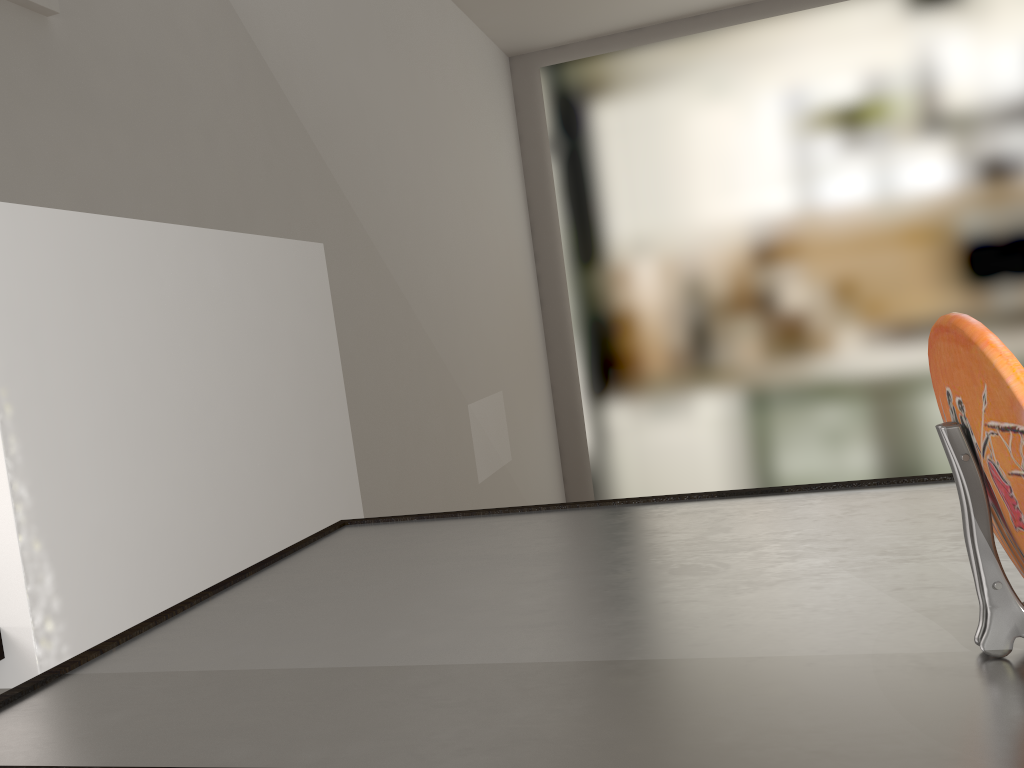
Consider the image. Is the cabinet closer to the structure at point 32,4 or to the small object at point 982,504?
the small object at point 982,504

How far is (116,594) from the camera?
1.5m

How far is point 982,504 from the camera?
0.5 meters

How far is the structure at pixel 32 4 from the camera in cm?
141

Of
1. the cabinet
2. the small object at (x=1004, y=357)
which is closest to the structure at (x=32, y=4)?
the cabinet

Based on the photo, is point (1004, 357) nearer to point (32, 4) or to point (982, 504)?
point (982, 504)

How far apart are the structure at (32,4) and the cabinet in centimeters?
99cm

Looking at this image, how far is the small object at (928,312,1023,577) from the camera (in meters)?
0.43

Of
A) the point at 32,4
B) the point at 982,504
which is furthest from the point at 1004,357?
the point at 32,4

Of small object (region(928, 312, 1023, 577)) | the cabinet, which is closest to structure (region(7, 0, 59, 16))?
the cabinet
